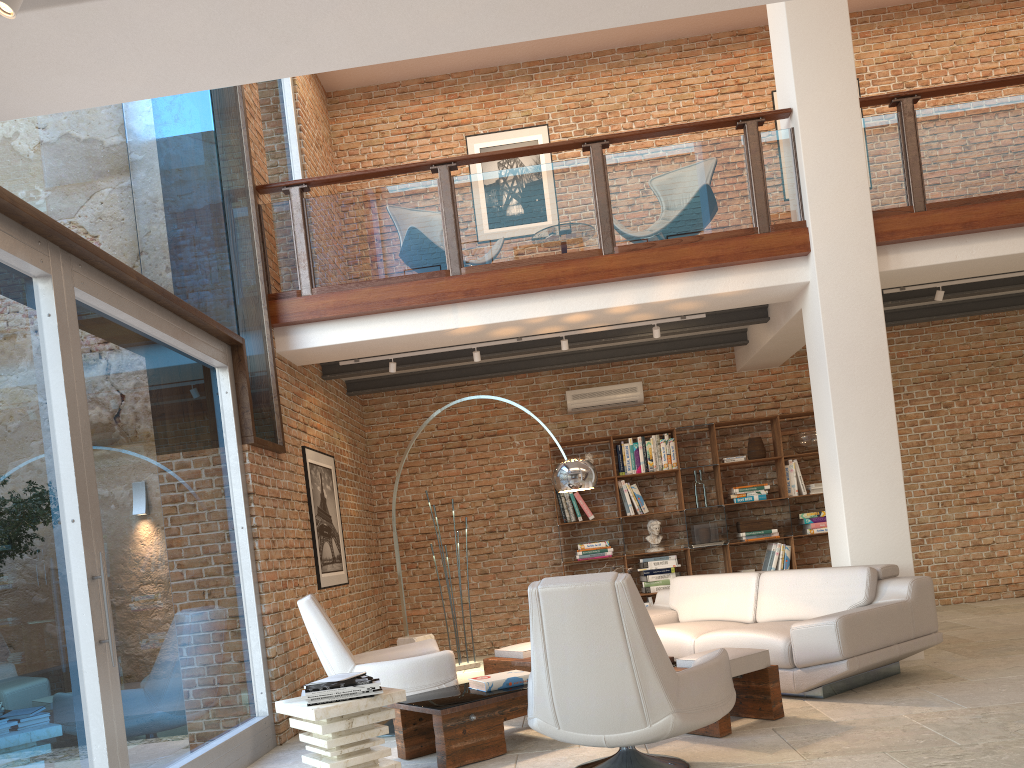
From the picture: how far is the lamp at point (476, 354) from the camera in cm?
749

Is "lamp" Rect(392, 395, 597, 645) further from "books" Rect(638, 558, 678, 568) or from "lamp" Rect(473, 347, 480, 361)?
"books" Rect(638, 558, 678, 568)

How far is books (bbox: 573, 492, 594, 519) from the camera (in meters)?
9.07

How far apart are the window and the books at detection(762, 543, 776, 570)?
5.3m

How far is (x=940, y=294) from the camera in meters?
7.3 m

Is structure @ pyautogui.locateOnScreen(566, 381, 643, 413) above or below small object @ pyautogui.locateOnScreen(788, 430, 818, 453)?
above

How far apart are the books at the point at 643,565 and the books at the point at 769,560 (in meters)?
0.99

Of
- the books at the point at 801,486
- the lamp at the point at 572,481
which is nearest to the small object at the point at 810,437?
the books at the point at 801,486

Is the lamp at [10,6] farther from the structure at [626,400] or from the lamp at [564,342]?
the structure at [626,400]

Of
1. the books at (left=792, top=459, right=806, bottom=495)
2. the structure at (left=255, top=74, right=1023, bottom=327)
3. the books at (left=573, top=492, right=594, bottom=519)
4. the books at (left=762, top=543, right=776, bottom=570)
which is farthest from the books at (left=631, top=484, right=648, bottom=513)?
the structure at (left=255, top=74, right=1023, bottom=327)
